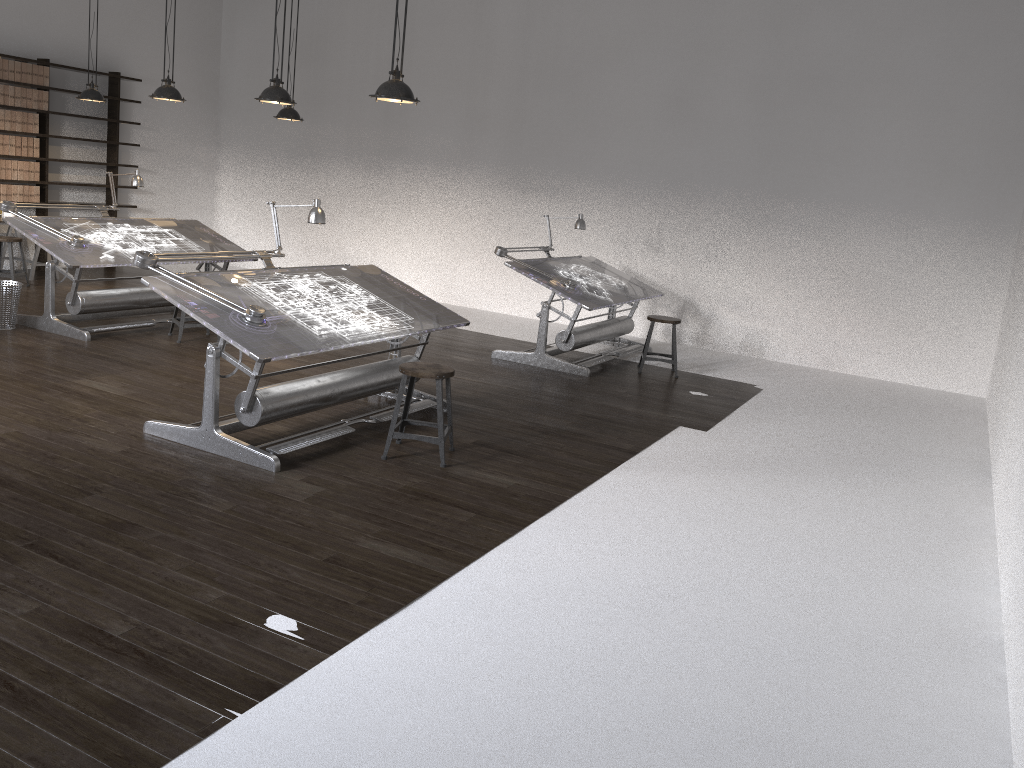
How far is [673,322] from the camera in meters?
8.1 m

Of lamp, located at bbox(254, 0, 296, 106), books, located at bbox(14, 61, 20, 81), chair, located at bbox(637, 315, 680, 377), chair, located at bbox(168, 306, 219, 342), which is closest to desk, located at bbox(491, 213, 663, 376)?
chair, located at bbox(637, 315, 680, 377)

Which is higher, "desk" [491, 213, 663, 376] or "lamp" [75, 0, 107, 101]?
"lamp" [75, 0, 107, 101]

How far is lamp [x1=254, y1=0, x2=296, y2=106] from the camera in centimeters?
647cm

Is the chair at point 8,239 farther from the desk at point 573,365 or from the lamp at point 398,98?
the lamp at point 398,98

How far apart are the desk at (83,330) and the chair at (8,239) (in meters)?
1.71

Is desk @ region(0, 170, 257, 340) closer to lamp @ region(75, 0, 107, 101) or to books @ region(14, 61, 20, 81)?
lamp @ region(75, 0, 107, 101)

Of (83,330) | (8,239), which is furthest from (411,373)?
(8,239)

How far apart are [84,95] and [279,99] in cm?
394

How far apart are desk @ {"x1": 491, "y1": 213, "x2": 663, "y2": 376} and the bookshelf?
6.0m
